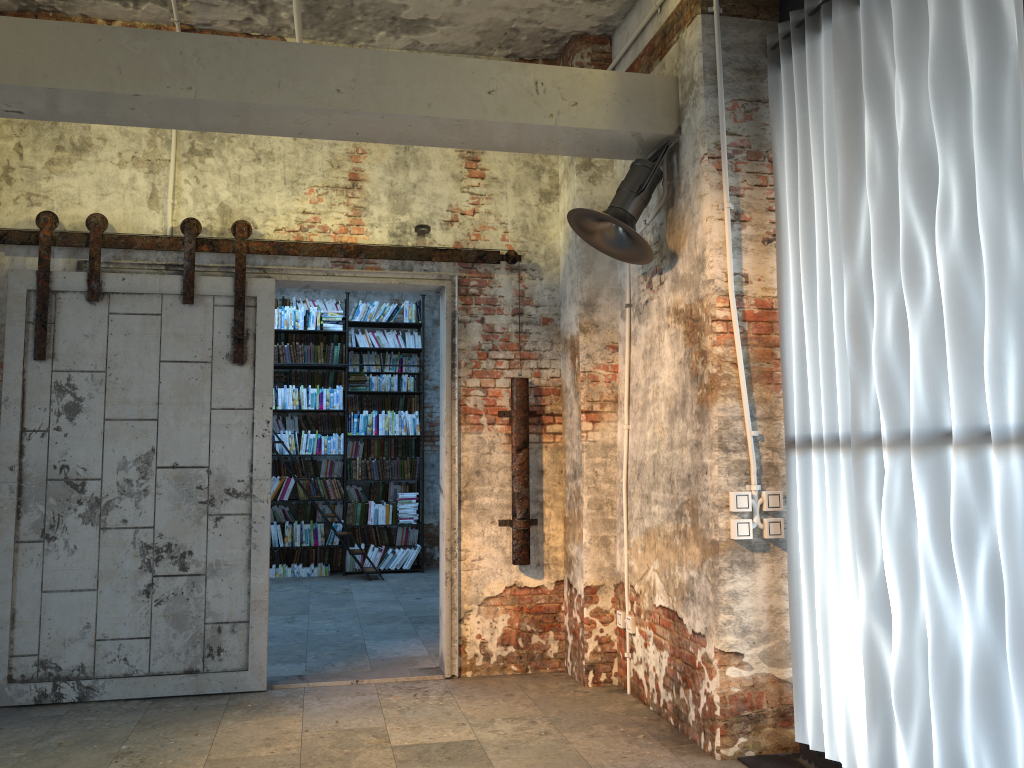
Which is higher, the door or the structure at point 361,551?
the door

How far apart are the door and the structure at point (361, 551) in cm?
428

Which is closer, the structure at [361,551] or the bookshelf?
the structure at [361,551]

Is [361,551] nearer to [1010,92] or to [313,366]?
[313,366]

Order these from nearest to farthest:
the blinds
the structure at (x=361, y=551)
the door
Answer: the blinds < the door < the structure at (x=361, y=551)

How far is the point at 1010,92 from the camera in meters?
2.7

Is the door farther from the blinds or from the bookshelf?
the bookshelf

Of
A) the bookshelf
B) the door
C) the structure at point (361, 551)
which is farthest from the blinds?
the bookshelf

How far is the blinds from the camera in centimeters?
266cm

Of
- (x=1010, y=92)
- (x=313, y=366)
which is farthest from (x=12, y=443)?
(x=313, y=366)
